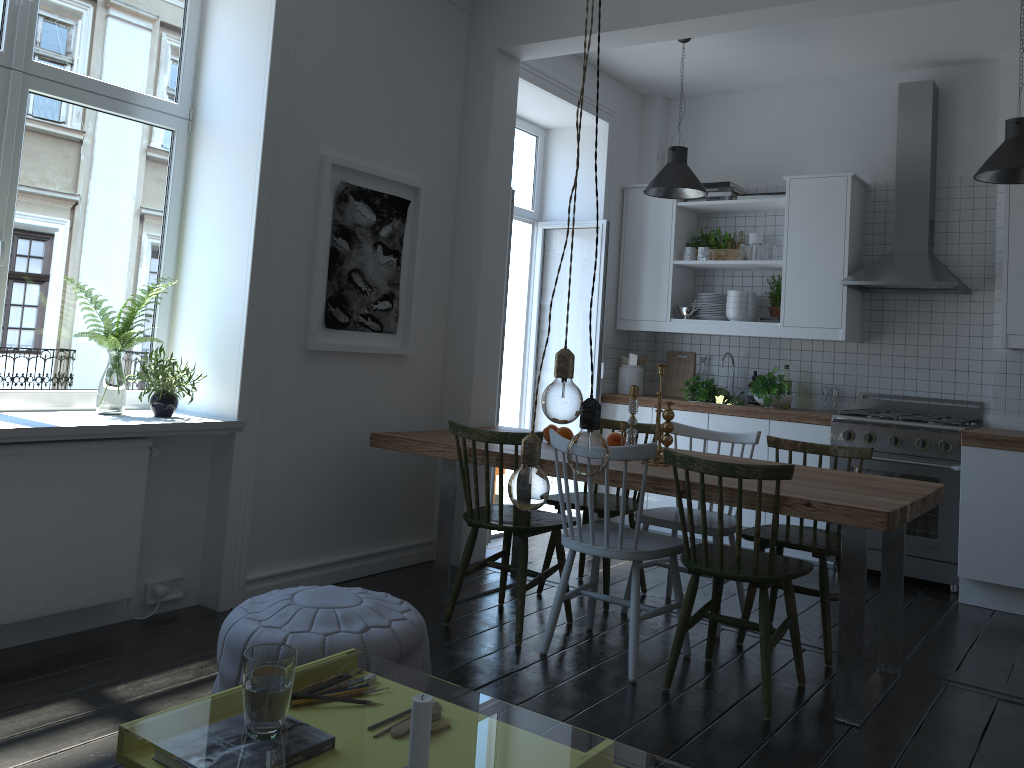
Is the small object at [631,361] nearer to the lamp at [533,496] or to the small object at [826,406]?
the small object at [826,406]

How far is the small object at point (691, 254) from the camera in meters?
6.0

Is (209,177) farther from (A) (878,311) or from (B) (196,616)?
(A) (878,311)

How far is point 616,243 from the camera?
6.2 meters

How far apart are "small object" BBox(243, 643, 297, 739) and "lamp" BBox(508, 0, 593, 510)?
0.54m

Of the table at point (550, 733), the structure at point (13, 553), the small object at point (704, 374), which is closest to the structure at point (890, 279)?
the small object at point (704, 374)

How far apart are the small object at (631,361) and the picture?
2.3 meters

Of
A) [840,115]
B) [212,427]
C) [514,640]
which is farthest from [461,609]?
[840,115]

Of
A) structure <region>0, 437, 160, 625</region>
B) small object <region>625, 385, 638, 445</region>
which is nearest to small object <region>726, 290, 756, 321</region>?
small object <region>625, 385, 638, 445</region>

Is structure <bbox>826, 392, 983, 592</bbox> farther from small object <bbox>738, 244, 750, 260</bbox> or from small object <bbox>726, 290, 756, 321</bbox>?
small object <bbox>738, 244, 750, 260</bbox>
